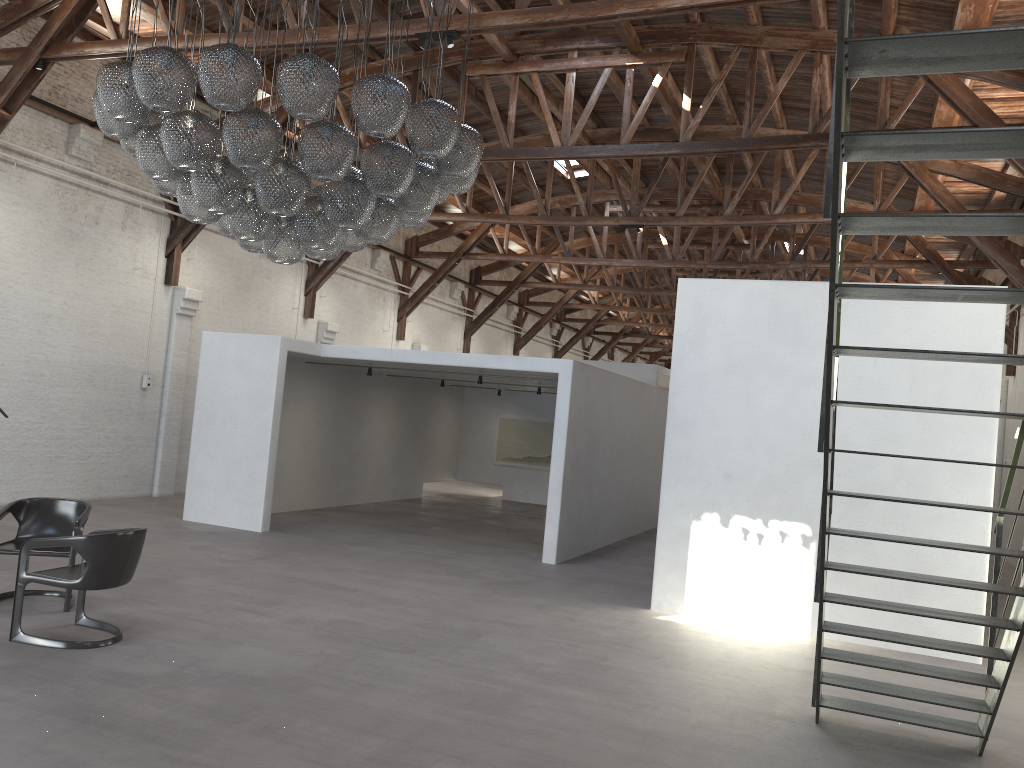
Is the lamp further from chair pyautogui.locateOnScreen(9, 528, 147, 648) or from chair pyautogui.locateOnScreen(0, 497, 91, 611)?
chair pyautogui.locateOnScreen(0, 497, 91, 611)

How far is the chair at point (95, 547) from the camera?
5.6 meters

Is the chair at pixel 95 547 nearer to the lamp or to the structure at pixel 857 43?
the lamp

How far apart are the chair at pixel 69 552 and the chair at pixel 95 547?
0.39m

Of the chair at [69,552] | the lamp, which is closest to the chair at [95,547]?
the chair at [69,552]

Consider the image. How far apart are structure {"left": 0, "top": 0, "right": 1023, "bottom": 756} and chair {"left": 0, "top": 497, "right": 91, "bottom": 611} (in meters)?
5.18

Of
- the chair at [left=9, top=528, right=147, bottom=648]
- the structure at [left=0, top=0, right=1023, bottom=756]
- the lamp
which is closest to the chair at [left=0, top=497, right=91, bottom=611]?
the chair at [left=9, top=528, right=147, bottom=648]

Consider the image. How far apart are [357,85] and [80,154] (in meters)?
8.51

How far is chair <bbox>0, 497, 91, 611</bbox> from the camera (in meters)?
6.56

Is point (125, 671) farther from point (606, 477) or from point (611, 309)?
point (611, 309)
